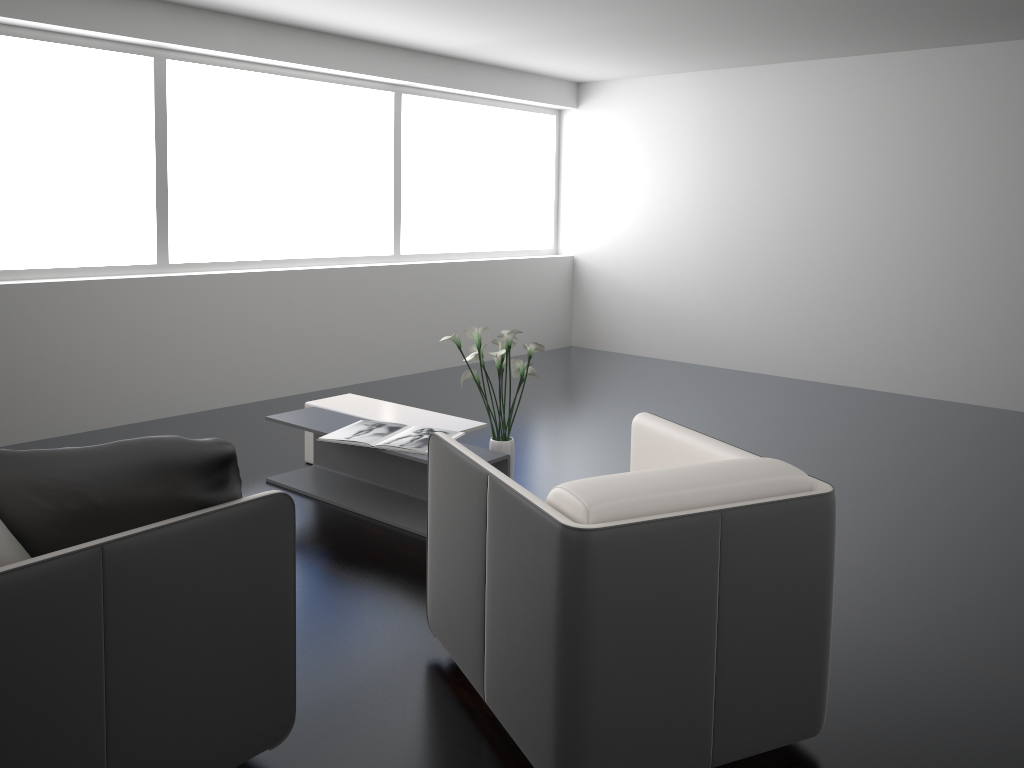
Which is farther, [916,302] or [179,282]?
[916,302]

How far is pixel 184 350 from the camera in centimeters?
548cm

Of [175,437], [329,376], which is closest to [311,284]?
[329,376]

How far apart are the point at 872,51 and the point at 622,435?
3.4 meters

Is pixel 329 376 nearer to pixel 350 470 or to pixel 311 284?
pixel 311 284

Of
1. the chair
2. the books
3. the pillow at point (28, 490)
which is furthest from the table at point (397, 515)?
the pillow at point (28, 490)

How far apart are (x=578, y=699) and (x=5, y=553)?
1.2m

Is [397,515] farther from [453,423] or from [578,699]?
[578,699]

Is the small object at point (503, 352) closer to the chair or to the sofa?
the chair

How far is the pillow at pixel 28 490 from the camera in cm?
188
